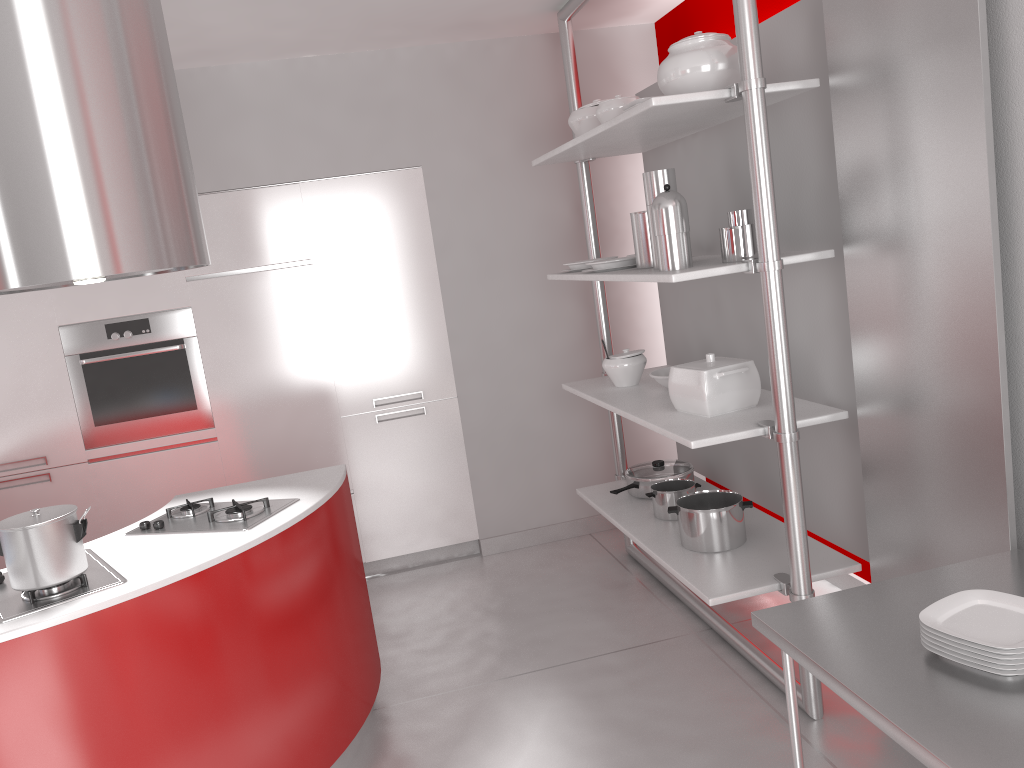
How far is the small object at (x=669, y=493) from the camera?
3.5 meters

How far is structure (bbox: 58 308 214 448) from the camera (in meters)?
4.17

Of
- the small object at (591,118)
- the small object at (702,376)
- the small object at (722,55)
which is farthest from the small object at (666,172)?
the small object at (591,118)

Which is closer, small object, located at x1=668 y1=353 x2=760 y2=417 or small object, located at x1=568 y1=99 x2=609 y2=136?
small object, located at x1=668 y1=353 x2=760 y2=417

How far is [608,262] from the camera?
3.4 meters

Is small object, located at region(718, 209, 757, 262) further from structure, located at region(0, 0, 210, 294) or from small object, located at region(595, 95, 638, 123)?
structure, located at region(0, 0, 210, 294)

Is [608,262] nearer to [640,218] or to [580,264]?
[640,218]

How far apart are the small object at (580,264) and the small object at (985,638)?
2.3m

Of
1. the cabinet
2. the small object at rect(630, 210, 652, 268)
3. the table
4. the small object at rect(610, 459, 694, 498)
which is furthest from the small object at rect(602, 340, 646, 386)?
the table

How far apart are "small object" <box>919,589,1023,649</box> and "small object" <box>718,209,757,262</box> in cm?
128
